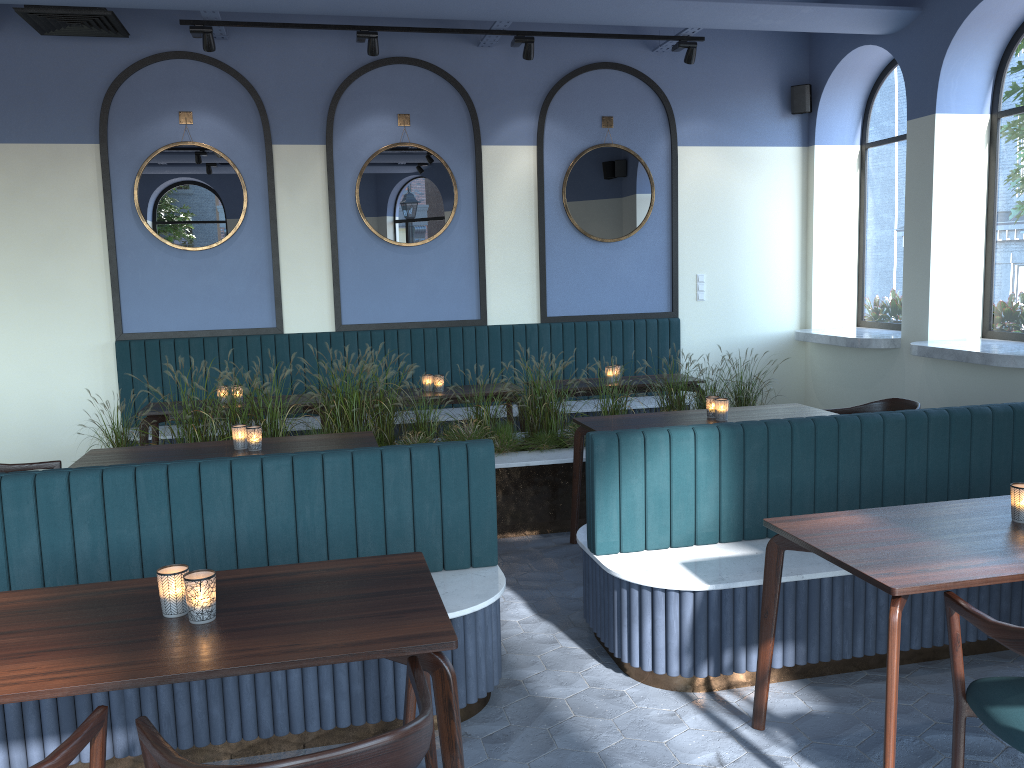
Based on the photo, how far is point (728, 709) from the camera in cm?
324

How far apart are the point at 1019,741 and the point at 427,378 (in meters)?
4.79

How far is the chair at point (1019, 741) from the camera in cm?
216

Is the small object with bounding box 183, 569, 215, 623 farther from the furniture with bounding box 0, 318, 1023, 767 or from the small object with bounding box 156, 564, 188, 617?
the furniture with bounding box 0, 318, 1023, 767

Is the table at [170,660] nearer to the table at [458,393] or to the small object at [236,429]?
the small object at [236,429]

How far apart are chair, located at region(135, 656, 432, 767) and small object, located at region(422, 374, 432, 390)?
4.5 meters

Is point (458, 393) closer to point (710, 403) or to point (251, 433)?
point (710, 403)

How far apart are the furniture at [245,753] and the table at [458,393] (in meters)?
1.05

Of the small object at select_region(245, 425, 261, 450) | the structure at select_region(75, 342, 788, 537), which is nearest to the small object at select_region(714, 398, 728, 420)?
the structure at select_region(75, 342, 788, 537)

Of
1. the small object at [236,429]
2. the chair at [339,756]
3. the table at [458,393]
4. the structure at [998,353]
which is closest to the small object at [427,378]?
the table at [458,393]
